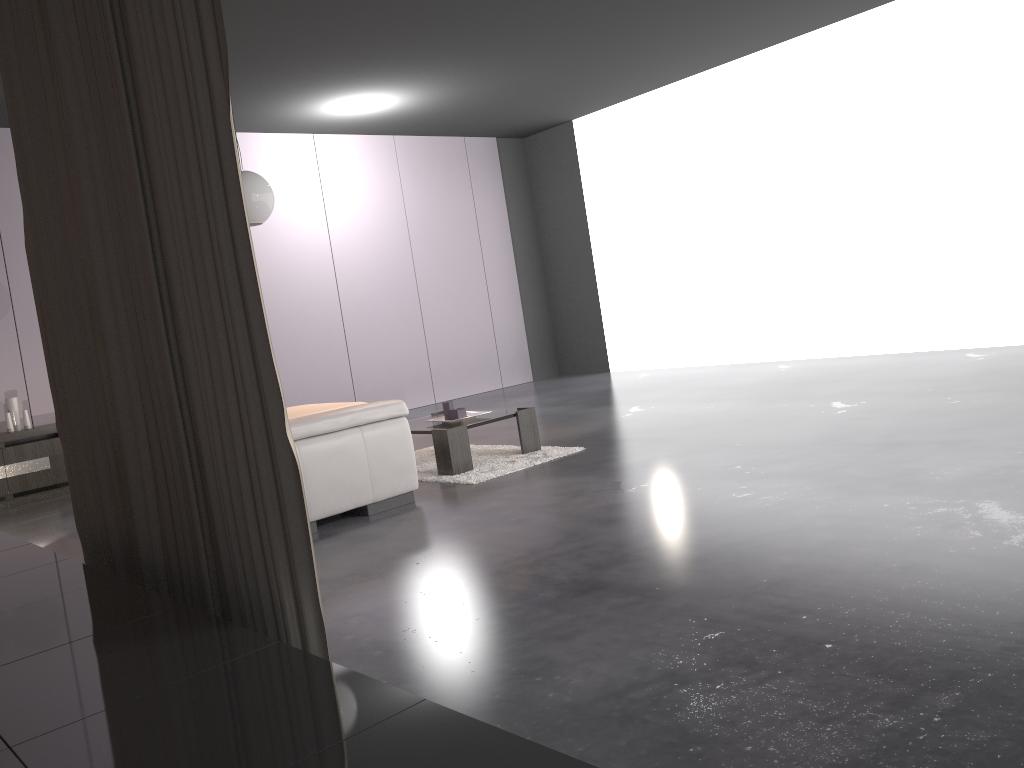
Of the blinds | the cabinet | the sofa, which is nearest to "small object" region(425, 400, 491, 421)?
the sofa

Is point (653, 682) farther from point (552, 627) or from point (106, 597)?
point (106, 597)

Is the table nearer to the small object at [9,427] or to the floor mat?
the floor mat

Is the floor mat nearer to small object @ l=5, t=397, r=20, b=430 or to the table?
the table

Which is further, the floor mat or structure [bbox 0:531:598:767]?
the floor mat

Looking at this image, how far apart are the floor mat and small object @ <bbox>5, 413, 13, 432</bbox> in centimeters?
331cm

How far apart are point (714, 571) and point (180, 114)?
2.01m

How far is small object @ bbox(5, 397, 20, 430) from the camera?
6.9m

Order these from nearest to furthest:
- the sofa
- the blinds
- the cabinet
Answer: the blinds < the sofa < the cabinet

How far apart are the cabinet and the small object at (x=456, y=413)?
3.41m
